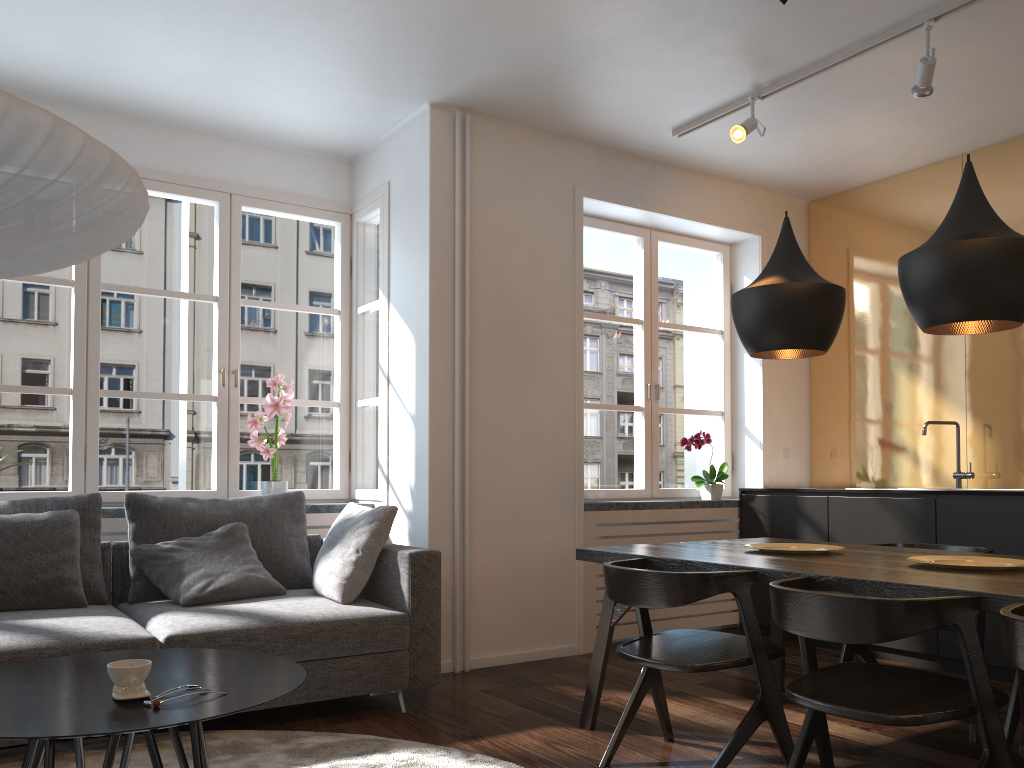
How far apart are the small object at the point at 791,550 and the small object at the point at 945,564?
0.4m

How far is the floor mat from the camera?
2.8m

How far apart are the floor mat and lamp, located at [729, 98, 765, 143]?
2.93m

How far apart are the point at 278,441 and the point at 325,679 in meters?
1.7 m

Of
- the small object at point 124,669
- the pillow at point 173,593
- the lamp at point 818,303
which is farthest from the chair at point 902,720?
the pillow at point 173,593

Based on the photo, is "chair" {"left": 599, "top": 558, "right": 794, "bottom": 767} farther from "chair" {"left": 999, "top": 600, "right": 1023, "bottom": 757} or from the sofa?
the sofa

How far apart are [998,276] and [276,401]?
3.3m

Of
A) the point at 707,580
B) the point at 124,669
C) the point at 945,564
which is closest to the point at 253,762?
the point at 124,669

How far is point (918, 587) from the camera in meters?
2.2 m

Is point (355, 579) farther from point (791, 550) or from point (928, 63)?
point (928, 63)
